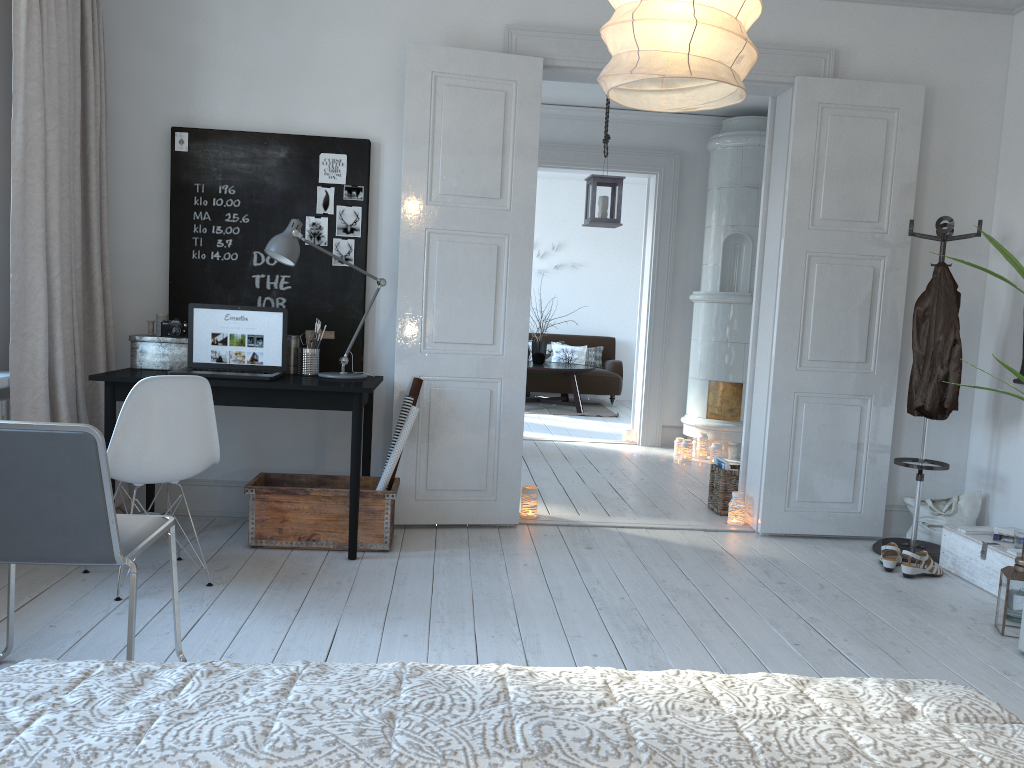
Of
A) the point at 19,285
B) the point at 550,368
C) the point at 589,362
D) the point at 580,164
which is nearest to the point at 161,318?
the point at 19,285

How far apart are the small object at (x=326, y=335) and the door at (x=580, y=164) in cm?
369

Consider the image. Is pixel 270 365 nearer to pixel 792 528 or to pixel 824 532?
pixel 792 528

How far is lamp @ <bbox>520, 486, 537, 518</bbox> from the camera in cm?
470

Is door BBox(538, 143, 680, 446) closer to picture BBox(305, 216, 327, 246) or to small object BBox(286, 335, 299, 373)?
picture BBox(305, 216, 327, 246)

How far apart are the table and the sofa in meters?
0.1

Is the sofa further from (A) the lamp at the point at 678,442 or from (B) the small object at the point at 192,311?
(B) the small object at the point at 192,311

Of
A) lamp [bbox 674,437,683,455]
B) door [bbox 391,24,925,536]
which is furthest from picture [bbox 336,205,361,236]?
lamp [bbox 674,437,683,455]

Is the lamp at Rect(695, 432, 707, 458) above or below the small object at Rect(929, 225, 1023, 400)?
below

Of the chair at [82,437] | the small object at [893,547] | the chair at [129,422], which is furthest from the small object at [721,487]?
the chair at [82,437]
